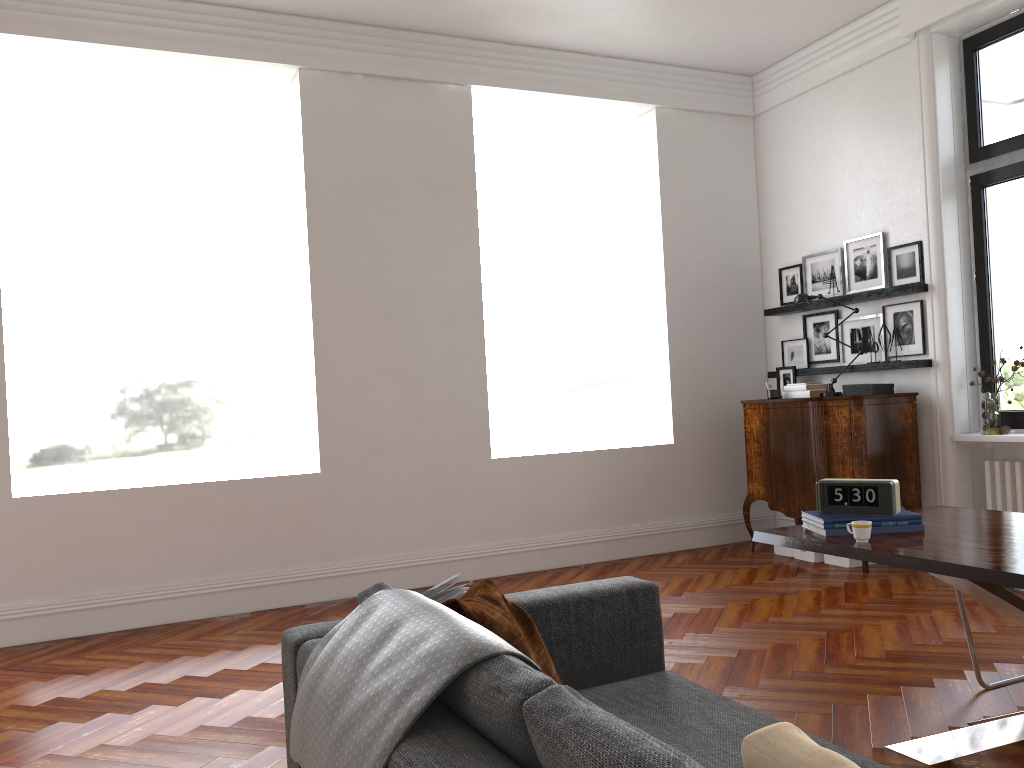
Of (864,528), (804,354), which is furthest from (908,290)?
(864,528)

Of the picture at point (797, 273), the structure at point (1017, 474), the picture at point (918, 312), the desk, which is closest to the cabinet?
the picture at point (918, 312)

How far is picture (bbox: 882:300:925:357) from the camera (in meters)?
6.23

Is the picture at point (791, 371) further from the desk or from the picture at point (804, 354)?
the desk

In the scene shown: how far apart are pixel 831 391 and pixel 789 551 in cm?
125

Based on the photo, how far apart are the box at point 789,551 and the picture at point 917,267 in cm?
213

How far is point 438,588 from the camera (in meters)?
2.63

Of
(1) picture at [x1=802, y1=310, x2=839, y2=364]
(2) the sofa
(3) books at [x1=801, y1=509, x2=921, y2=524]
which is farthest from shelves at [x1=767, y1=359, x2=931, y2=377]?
(2) the sofa

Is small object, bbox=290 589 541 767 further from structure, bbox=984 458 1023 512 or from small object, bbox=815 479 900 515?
structure, bbox=984 458 1023 512

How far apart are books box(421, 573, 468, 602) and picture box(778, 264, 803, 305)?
5.35m
